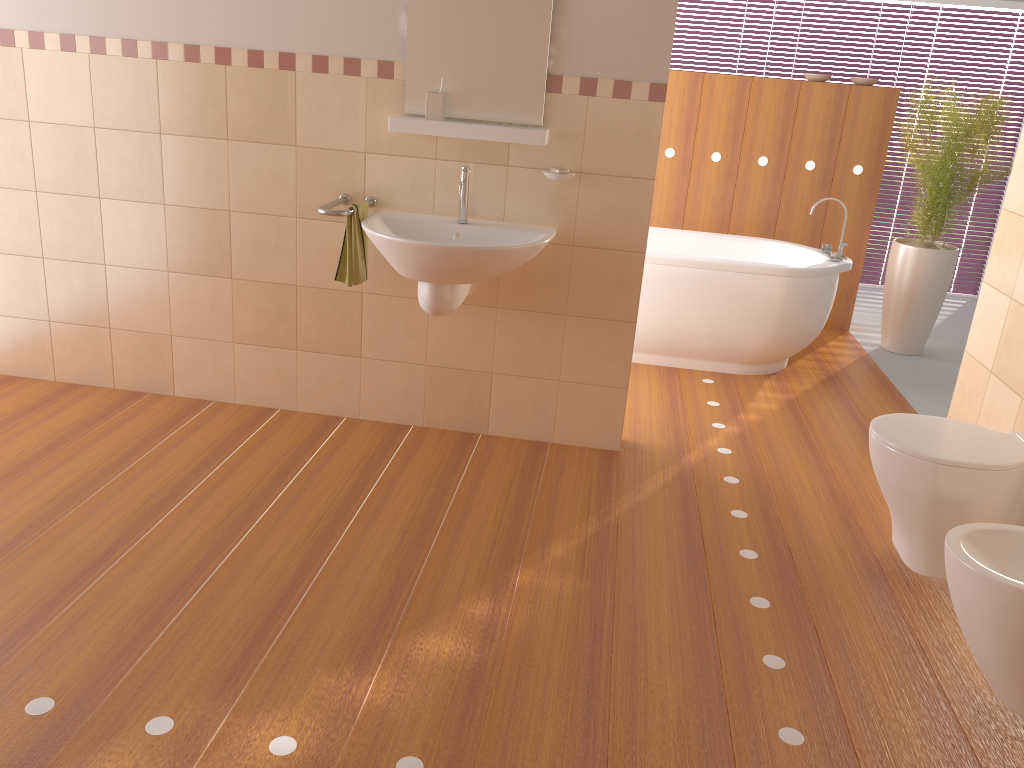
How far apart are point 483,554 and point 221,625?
0.8m

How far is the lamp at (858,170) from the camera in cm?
530

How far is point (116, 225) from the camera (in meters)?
3.51

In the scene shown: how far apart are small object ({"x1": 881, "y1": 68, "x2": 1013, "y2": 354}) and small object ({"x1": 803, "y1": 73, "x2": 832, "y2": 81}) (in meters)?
0.66

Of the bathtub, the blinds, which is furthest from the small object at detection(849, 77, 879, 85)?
the blinds

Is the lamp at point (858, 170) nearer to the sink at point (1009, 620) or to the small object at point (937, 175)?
the small object at point (937, 175)

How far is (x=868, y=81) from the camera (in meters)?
5.19

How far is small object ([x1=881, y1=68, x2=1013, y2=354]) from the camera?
4.9 meters

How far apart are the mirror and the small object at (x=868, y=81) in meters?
2.9 m

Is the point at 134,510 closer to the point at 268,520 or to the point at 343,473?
the point at 268,520
